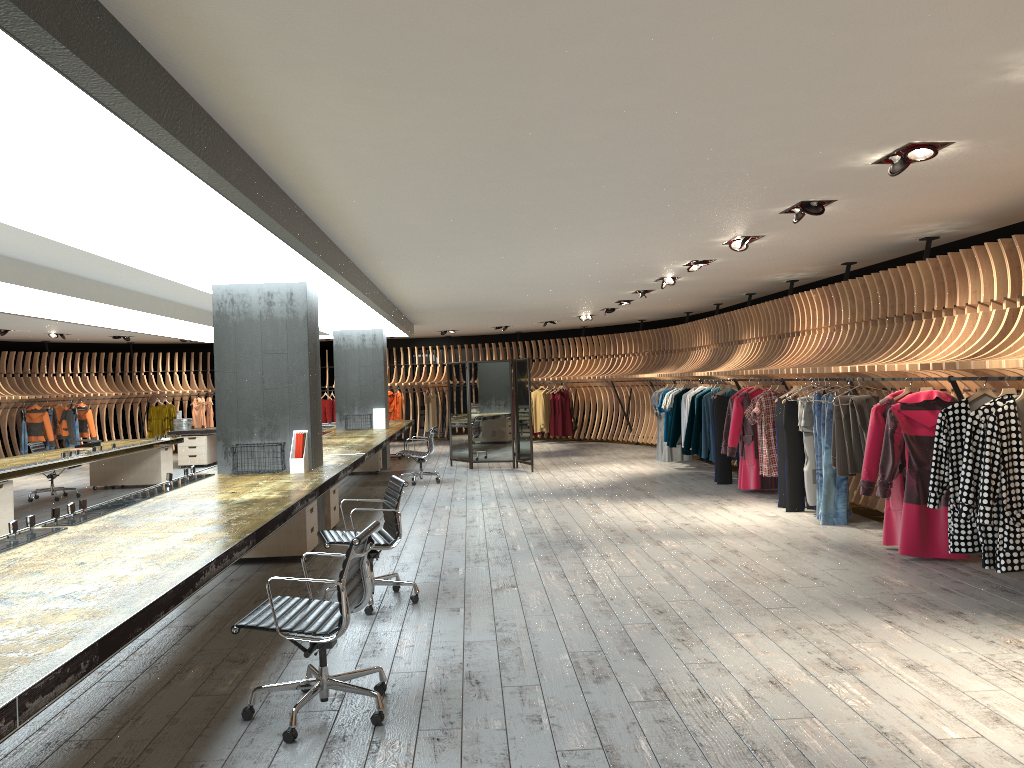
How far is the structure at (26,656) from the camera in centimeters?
271cm

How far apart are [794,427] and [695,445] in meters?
3.4 m

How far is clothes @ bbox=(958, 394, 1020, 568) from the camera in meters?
5.9

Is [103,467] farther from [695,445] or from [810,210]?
[810,210]

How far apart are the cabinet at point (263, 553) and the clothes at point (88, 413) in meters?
13.4 m

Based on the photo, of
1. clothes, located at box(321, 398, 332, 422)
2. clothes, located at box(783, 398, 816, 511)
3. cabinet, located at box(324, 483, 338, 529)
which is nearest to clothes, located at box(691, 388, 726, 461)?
clothes, located at box(783, 398, 816, 511)

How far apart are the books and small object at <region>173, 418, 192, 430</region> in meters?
4.6 m

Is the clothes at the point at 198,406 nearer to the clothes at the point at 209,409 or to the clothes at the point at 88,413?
the clothes at the point at 209,409

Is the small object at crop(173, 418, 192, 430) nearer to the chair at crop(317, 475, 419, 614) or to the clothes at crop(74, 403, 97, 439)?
the clothes at crop(74, 403, 97, 439)

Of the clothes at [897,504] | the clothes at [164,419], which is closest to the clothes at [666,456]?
the clothes at [897,504]
